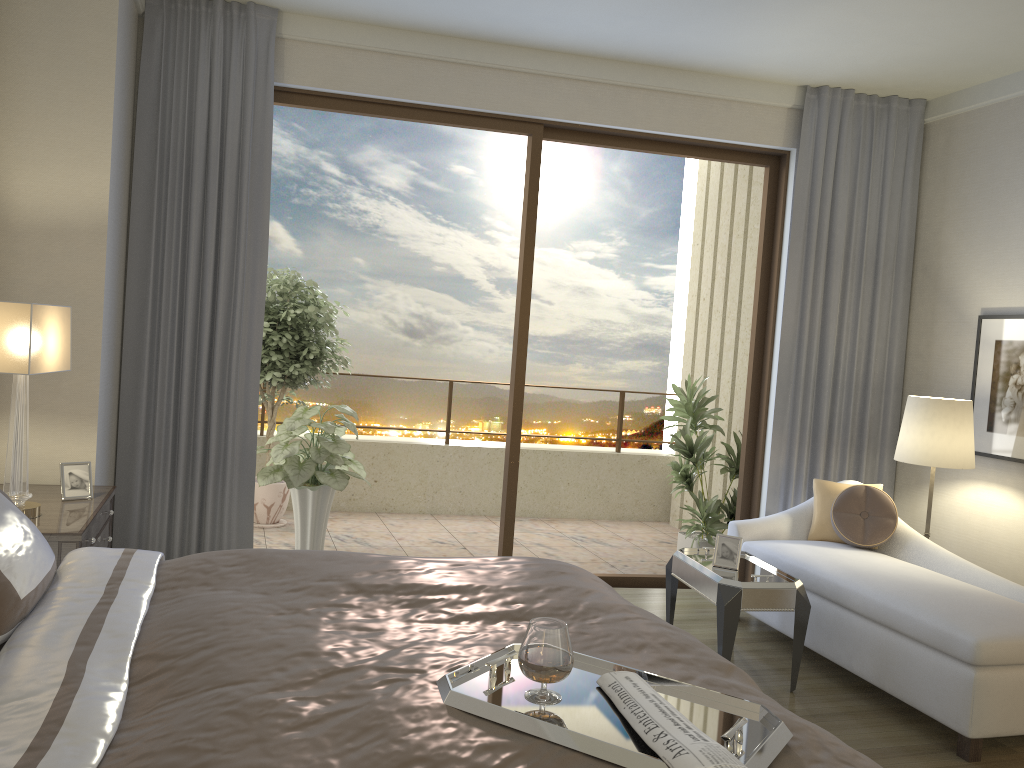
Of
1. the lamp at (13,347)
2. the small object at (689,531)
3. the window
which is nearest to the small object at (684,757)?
the lamp at (13,347)

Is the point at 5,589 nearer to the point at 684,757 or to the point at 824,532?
the point at 684,757

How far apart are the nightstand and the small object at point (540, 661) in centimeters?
195cm

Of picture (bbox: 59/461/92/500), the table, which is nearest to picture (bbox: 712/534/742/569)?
the table

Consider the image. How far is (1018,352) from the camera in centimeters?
474cm

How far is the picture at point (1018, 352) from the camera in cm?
474

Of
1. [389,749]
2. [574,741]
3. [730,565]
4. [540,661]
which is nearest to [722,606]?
[730,565]

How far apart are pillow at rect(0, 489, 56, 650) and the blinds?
2.3 meters

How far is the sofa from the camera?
3.29m

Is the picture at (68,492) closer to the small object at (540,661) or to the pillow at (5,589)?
the pillow at (5,589)
